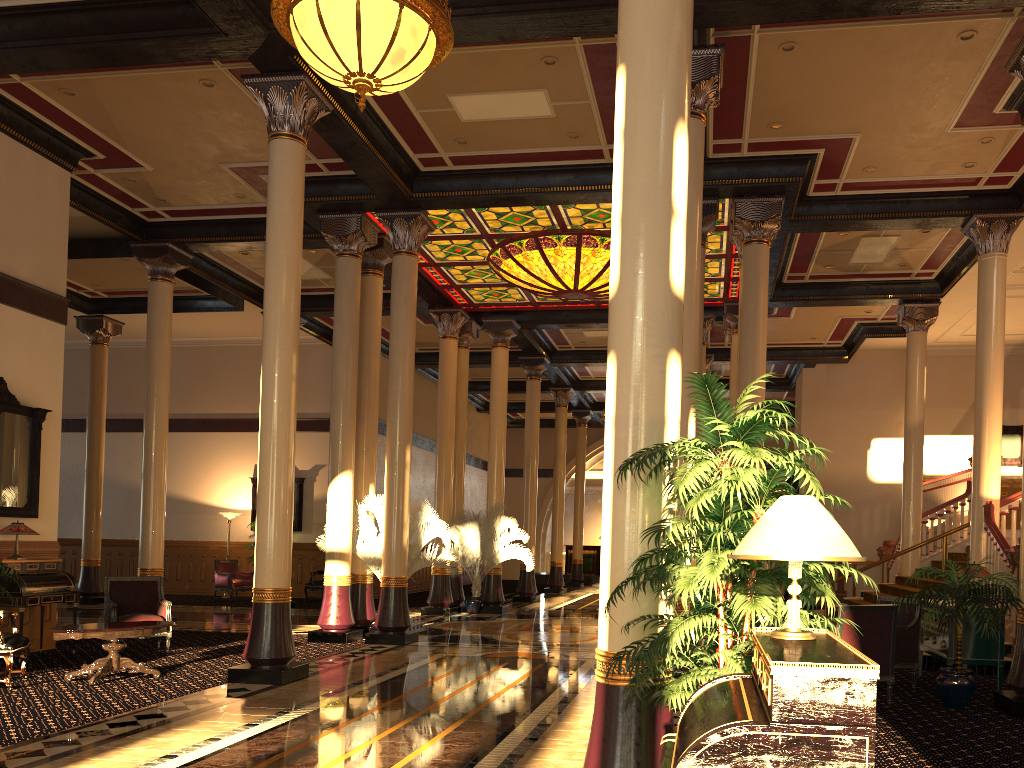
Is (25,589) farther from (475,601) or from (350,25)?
(475,601)

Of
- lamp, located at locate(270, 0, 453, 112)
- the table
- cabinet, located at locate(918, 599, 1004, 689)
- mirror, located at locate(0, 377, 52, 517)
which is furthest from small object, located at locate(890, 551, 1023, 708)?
mirror, located at locate(0, 377, 52, 517)

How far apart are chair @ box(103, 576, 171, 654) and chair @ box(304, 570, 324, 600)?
8.8m

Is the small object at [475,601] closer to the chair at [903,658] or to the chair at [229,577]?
the chair at [229,577]

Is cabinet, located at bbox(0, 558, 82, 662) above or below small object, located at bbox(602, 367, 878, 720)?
below

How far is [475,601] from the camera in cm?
1670

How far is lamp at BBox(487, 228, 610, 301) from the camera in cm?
1377

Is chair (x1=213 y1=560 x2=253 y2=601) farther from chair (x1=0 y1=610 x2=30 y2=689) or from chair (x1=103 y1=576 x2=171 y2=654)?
chair (x1=0 y1=610 x2=30 y2=689)

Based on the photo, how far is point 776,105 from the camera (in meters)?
9.83

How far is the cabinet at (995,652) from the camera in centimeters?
802cm
